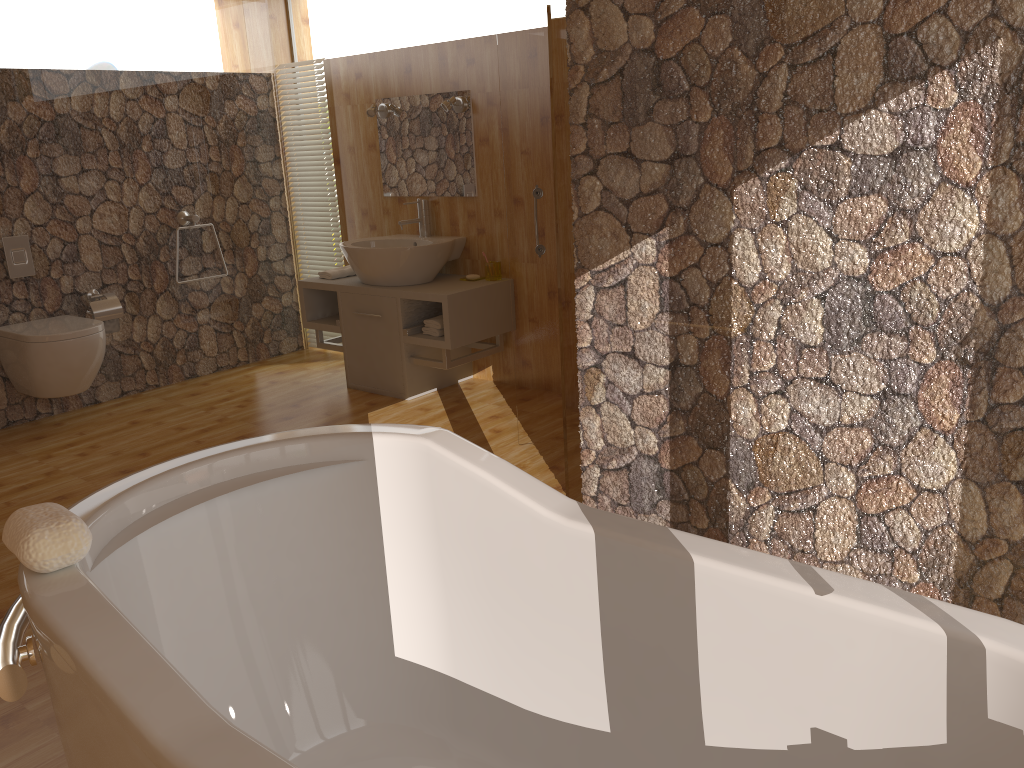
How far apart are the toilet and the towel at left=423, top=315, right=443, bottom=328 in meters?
1.6 m

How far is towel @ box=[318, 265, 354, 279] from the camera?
4.9m

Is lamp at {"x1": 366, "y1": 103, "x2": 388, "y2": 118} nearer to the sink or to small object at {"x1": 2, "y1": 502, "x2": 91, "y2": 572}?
the sink

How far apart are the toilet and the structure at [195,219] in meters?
0.9 m

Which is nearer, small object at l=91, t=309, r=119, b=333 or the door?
the door

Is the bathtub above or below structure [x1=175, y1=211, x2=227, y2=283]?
below

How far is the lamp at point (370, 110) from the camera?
4.8 meters

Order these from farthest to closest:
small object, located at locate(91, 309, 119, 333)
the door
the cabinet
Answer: small object, located at locate(91, 309, 119, 333) → the cabinet → the door

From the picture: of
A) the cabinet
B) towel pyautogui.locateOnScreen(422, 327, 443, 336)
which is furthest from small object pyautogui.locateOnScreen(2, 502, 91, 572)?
towel pyautogui.locateOnScreen(422, 327, 443, 336)

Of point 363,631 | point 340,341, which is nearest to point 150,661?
point 363,631
